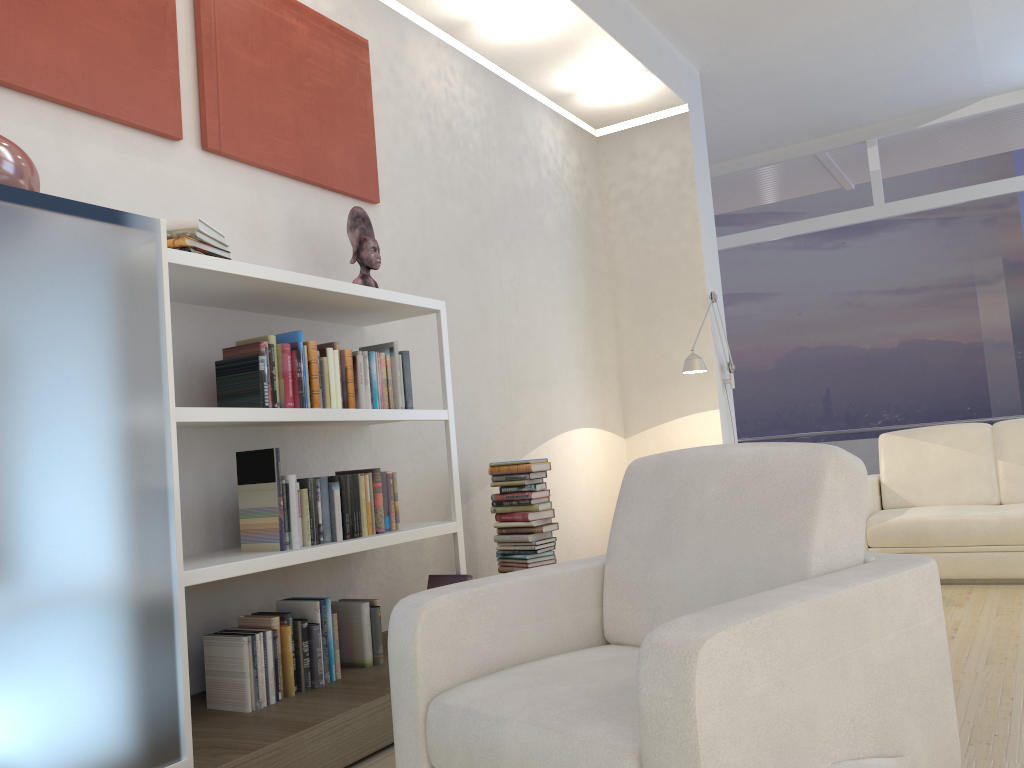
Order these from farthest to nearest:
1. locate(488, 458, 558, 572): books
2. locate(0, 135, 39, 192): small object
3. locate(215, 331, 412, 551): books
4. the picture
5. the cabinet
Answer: locate(488, 458, 558, 572): books
locate(215, 331, 412, 551): books
the picture
locate(0, 135, 39, 192): small object
the cabinet

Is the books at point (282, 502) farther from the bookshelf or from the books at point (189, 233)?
the books at point (189, 233)

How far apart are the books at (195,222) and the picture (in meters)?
0.51

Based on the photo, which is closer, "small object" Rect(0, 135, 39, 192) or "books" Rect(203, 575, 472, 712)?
"small object" Rect(0, 135, 39, 192)

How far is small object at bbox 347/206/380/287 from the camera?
3.6 meters

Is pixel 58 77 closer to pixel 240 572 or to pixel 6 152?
pixel 6 152

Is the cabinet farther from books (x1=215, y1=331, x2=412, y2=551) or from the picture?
the picture

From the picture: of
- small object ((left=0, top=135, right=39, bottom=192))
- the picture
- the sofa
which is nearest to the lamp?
the sofa

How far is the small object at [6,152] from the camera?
2.05m

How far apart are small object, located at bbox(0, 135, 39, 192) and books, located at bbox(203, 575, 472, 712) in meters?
1.4 m
